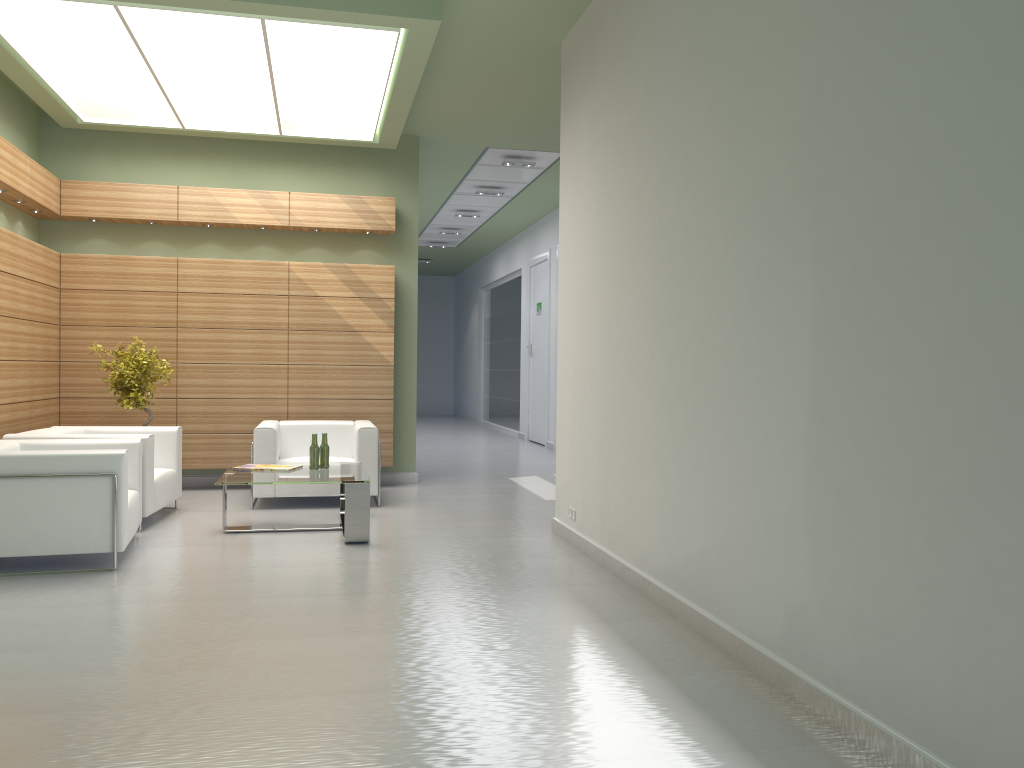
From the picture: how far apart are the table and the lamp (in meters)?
5.20

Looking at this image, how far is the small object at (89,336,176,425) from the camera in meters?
13.2 m

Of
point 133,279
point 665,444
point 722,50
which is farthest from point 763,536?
point 133,279

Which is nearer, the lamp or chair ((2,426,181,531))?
the lamp

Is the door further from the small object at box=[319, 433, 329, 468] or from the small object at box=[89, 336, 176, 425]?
the small object at box=[319, 433, 329, 468]

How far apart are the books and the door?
13.7m

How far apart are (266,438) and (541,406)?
12.54m

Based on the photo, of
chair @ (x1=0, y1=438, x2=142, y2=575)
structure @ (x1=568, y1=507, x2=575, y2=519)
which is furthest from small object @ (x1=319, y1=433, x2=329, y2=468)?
structure @ (x1=568, y1=507, x2=575, y2=519)

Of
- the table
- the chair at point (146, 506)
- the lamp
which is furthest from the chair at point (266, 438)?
the lamp

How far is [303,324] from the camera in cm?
1520
